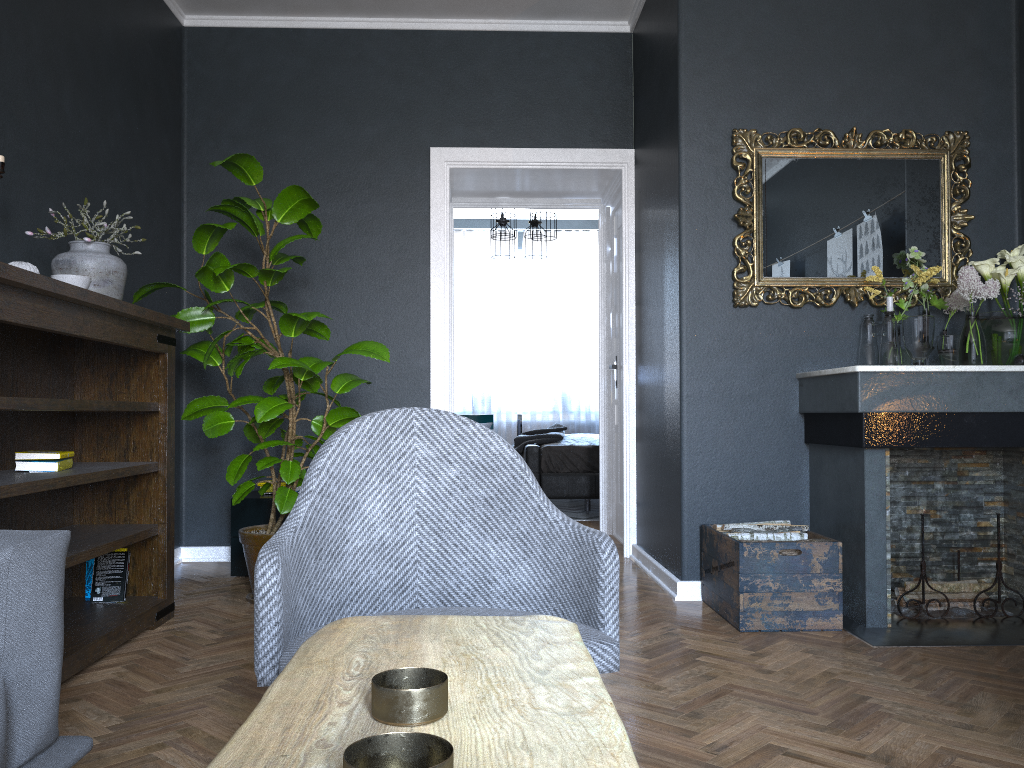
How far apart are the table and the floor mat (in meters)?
5.77

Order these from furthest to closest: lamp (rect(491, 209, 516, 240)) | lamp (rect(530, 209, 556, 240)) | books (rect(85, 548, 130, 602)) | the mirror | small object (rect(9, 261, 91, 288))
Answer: lamp (rect(491, 209, 516, 240)) < lamp (rect(530, 209, 556, 240)) < the mirror < books (rect(85, 548, 130, 602)) < small object (rect(9, 261, 91, 288))

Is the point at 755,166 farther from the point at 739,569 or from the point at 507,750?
the point at 507,750

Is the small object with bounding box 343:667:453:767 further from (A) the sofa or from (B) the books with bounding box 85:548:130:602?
(B) the books with bounding box 85:548:130:602

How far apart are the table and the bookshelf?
1.61m

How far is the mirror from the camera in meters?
3.8 m

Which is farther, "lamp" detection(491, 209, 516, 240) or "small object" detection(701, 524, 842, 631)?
Answer: "lamp" detection(491, 209, 516, 240)

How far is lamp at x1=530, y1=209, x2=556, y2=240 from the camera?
7.2m

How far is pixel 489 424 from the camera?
A: 9.29m

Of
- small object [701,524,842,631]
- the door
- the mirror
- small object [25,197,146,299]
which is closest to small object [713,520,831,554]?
small object [701,524,842,631]
